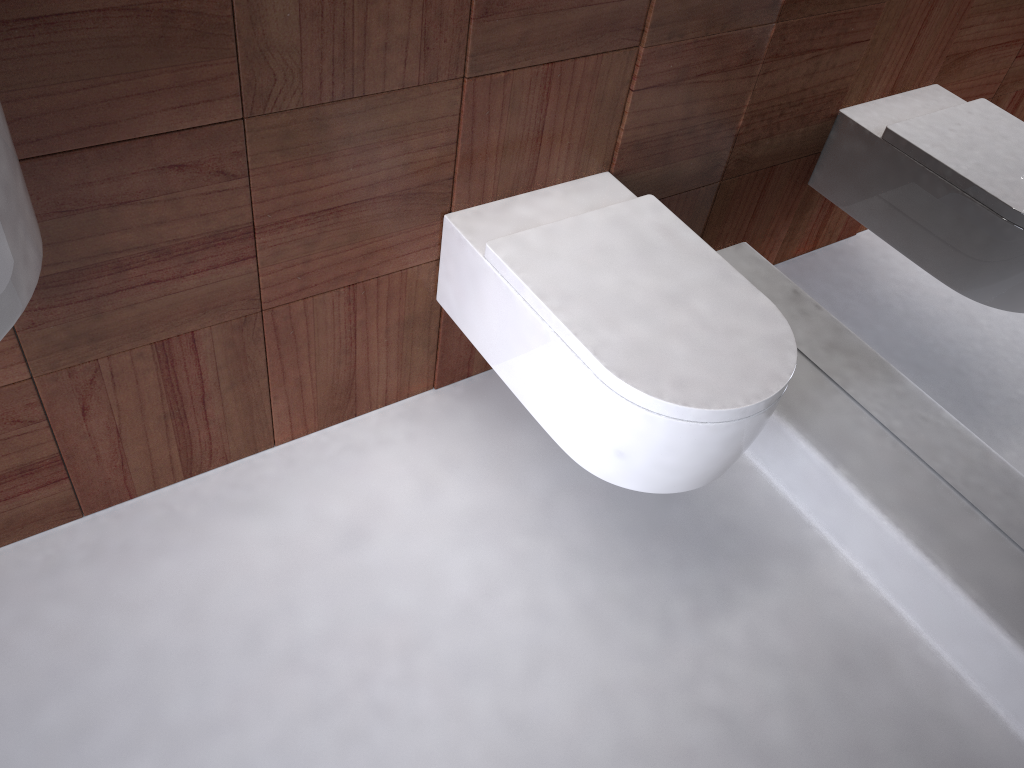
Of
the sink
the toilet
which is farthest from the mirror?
the sink

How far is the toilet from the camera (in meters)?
1.16

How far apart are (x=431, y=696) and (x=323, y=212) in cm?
71

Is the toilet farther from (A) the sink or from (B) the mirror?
(A) the sink

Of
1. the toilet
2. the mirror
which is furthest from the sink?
the mirror

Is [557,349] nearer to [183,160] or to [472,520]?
[472,520]

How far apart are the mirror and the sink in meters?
1.2

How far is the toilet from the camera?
1.2m

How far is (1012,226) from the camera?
1.3 meters

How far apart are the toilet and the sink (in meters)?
0.65
